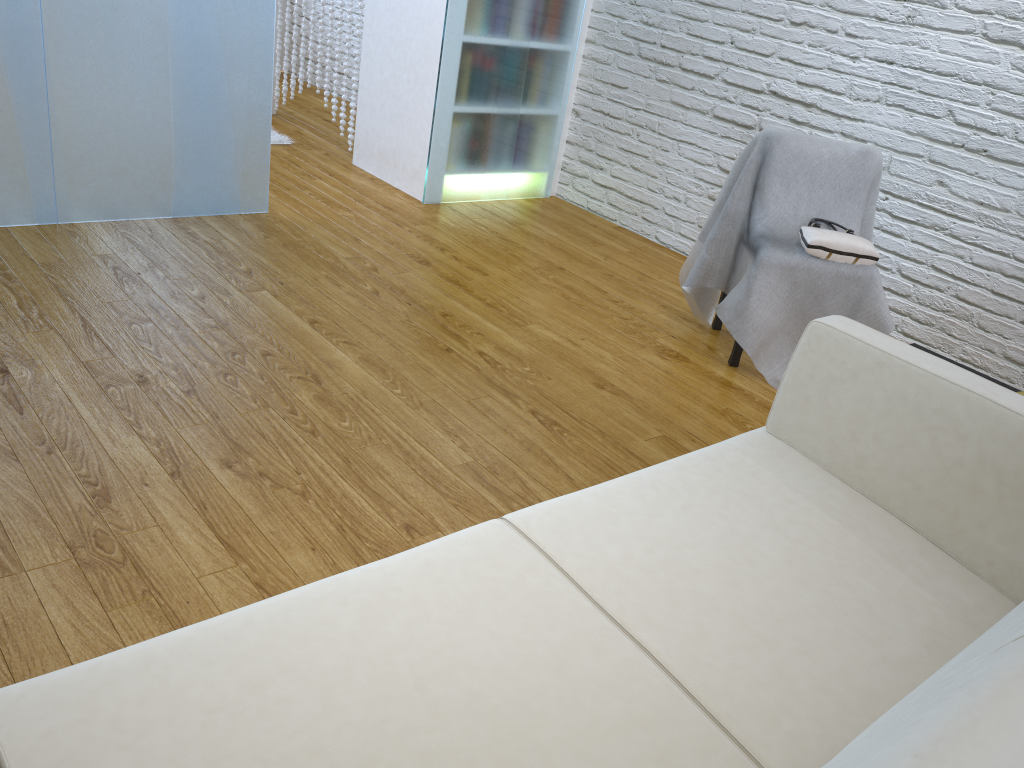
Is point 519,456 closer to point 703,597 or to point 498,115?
point 703,597

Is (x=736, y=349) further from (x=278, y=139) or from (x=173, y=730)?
(x=278, y=139)

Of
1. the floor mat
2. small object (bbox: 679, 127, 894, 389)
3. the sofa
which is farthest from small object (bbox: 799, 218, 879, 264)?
the floor mat

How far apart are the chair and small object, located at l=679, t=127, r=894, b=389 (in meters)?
0.05

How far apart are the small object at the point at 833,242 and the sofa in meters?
1.2

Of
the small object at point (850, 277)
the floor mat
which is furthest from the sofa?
the floor mat

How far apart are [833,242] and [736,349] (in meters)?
0.43

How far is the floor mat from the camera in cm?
436

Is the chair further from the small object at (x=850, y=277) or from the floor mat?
the floor mat

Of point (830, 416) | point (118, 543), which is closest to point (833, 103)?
point (830, 416)
